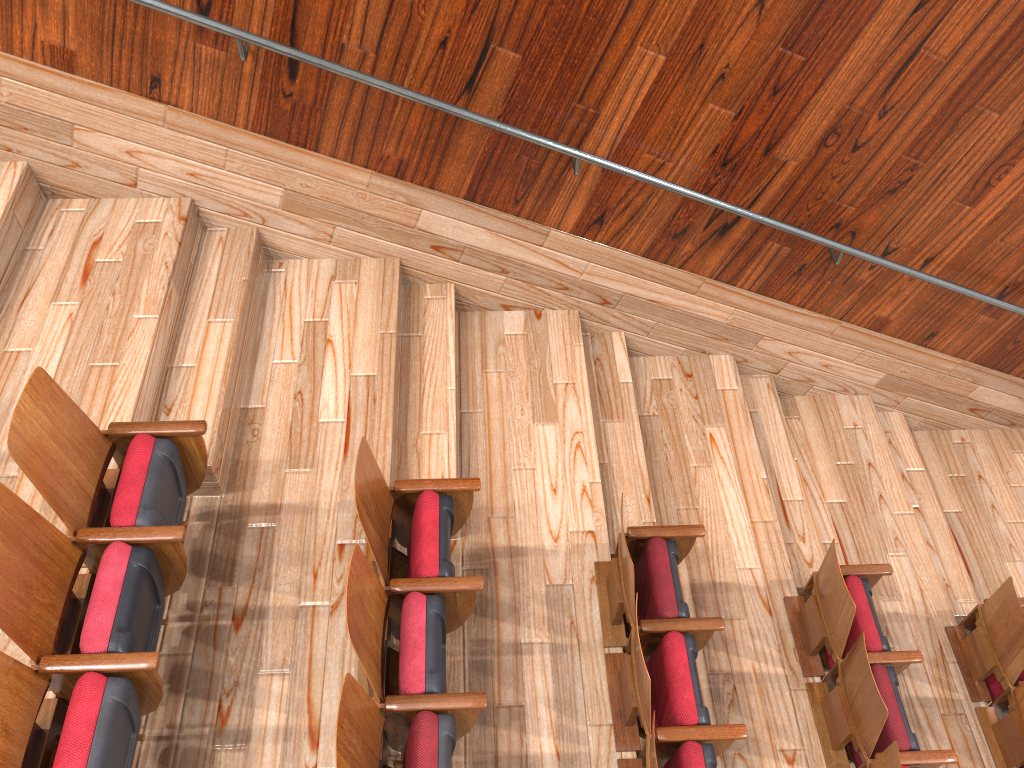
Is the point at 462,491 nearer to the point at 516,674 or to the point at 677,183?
the point at 516,674

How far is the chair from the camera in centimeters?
21cm

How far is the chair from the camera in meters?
0.2 m

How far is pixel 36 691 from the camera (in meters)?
0.21
